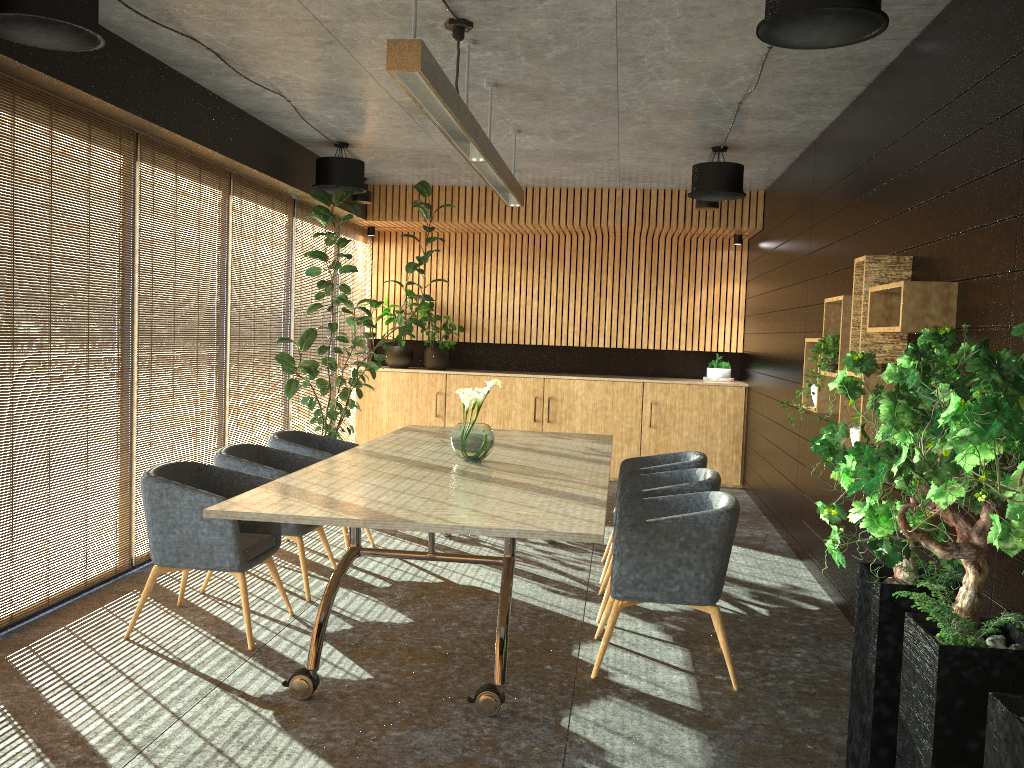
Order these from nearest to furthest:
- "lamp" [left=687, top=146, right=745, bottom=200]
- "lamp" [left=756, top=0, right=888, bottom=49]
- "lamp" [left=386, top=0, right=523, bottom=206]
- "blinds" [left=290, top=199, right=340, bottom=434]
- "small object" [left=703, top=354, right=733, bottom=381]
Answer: "lamp" [left=756, top=0, right=888, bottom=49] → "lamp" [left=386, top=0, right=523, bottom=206] → "lamp" [left=687, top=146, right=745, bottom=200] → "blinds" [left=290, top=199, right=340, bottom=434] → "small object" [left=703, top=354, right=733, bottom=381]

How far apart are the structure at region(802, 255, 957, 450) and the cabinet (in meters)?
4.46

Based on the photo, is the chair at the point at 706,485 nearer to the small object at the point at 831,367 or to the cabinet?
the small object at the point at 831,367

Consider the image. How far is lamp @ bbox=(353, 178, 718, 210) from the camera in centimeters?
962cm

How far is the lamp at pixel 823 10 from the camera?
3.41m

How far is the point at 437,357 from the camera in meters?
11.3

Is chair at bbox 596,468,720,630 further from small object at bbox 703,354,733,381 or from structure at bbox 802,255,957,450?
small object at bbox 703,354,733,381

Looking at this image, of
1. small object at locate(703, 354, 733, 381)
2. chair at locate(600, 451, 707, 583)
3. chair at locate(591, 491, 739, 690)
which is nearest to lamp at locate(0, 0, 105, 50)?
chair at locate(591, 491, 739, 690)

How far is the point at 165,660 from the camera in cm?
465

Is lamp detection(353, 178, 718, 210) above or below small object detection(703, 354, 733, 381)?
above
